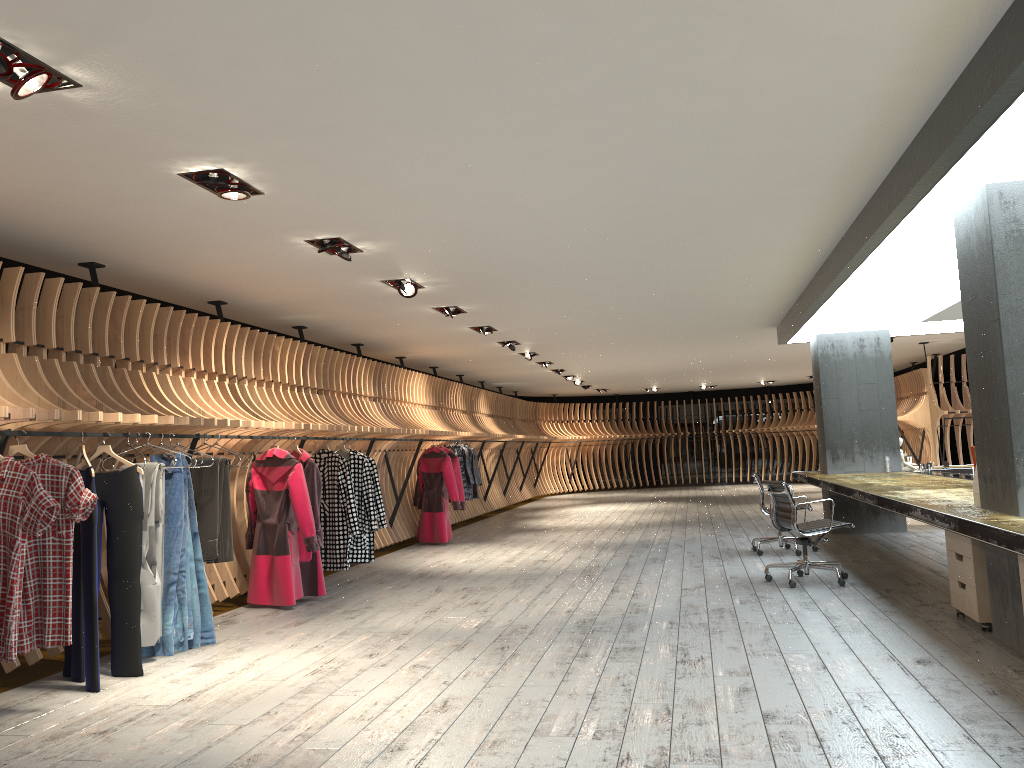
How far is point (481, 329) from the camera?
11.0m

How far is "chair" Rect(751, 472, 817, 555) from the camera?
9.4m

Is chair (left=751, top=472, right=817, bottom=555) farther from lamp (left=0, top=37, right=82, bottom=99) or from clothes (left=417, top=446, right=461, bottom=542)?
lamp (left=0, top=37, right=82, bottom=99)

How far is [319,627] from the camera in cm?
650

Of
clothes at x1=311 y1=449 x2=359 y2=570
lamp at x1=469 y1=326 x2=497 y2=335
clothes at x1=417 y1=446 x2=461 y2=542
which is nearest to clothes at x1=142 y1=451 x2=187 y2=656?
clothes at x1=311 y1=449 x2=359 y2=570

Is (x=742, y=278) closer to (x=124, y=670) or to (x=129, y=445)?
(x=129, y=445)

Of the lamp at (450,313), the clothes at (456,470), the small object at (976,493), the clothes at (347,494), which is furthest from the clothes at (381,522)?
the small object at (976,493)

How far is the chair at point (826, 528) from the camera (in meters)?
7.30

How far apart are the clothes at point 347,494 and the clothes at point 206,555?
2.0m

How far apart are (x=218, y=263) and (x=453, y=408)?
9.20m
